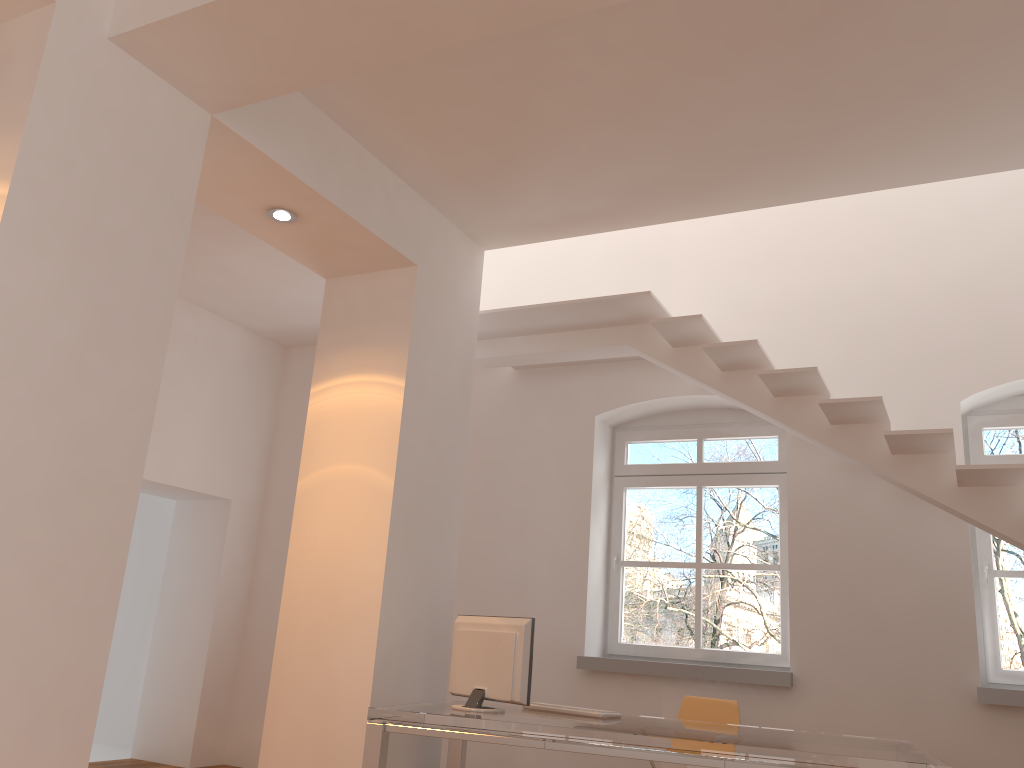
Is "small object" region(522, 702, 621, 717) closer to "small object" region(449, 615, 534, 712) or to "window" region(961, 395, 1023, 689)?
"small object" region(449, 615, 534, 712)

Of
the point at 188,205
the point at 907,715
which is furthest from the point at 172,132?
the point at 907,715

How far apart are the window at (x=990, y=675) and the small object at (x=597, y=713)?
2.4m

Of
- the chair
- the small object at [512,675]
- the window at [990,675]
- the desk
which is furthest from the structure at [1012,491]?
the small object at [512,675]

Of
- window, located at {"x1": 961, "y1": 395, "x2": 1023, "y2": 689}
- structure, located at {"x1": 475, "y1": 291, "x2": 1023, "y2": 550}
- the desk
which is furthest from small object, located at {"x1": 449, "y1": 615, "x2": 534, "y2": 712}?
window, located at {"x1": 961, "y1": 395, "x2": 1023, "y2": 689}

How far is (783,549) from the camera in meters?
5.7 m

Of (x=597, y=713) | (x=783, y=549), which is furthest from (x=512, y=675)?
(x=783, y=549)

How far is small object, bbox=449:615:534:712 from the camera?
3.93m

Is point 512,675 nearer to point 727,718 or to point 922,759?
point 727,718

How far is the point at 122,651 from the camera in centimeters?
764cm
